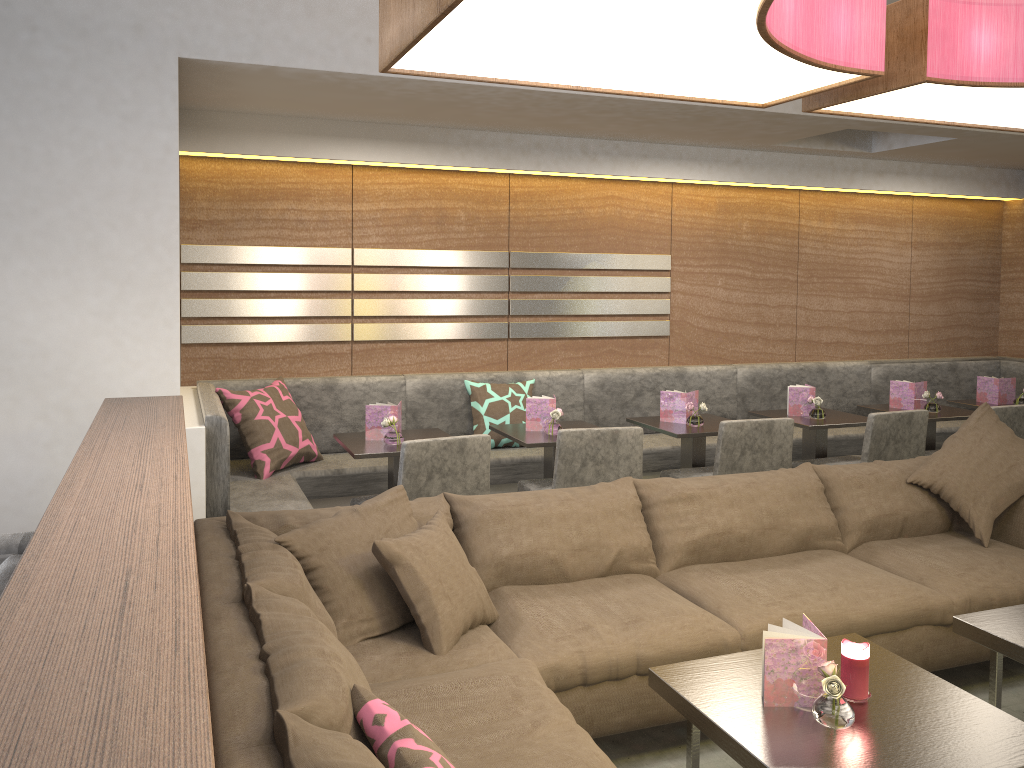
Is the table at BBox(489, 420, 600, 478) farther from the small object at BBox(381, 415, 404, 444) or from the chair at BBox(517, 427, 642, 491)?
the small object at BBox(381, 415, 404, 444)

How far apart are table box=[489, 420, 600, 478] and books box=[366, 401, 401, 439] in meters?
0.5 m

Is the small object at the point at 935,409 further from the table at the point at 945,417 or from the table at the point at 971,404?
the table at the point at 971,404

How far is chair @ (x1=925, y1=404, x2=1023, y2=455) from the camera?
4.48m

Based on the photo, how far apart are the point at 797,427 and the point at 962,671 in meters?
2.5 m

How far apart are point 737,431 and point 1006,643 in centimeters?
162cm

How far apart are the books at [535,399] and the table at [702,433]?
0.6m

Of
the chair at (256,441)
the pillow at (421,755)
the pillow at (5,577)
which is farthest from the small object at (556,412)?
the pillow at (421,755)

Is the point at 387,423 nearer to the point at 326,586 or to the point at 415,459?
the point at 415,459

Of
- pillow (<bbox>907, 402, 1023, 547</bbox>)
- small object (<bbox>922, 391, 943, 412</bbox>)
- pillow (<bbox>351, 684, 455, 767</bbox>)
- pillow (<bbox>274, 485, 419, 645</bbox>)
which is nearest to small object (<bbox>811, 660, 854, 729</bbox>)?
pillow (<bbox>351, 684, 455, 767</bbox>)
